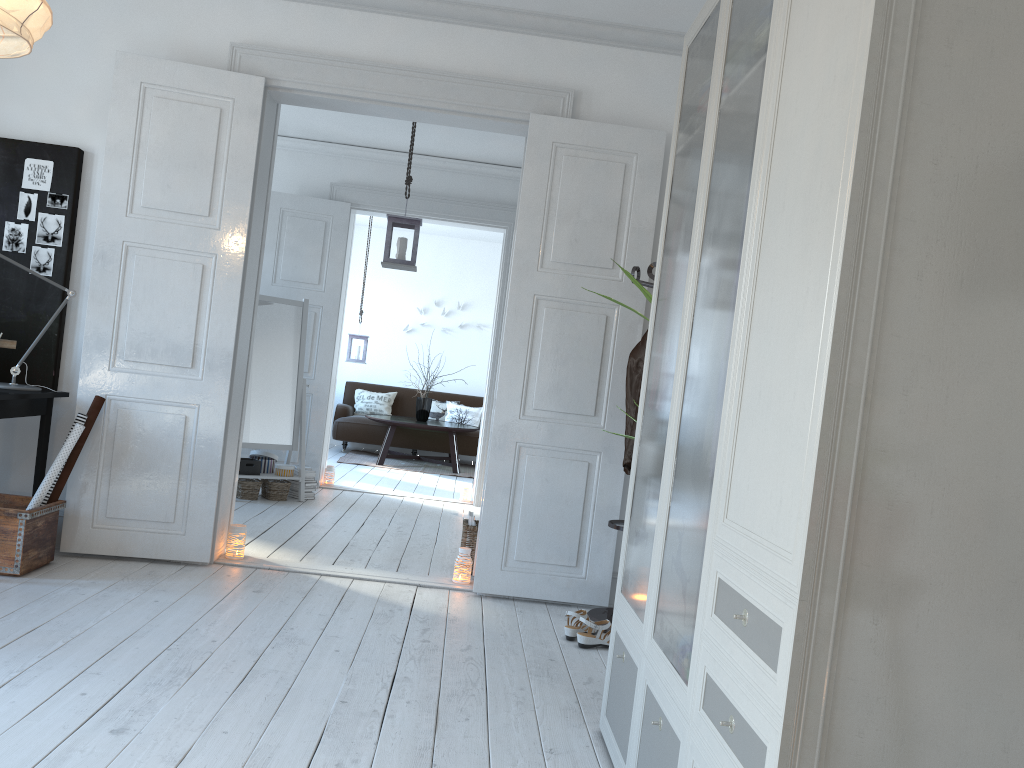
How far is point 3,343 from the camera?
4.1 meters

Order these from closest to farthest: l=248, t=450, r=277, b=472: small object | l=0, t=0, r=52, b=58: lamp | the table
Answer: l=0, t=0, r=52, b=58: lamp → l=248, t=450, r=277, b=472: small object → the table

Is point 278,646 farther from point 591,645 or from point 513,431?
point 513,431

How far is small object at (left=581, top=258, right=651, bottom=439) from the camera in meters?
3.1 m

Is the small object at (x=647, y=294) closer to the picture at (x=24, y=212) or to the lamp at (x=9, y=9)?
the lamp at (x=9, y=9)

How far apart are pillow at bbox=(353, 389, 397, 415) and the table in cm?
83

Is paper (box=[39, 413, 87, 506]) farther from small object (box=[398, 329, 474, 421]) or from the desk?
small object (box=[398, 329, 474, 421])

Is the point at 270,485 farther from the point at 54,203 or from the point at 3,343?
the point at 54,203

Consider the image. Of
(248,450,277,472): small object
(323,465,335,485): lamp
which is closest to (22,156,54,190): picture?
(248,450,277,472): small object

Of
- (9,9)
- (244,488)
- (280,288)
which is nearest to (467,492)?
(244,488)
